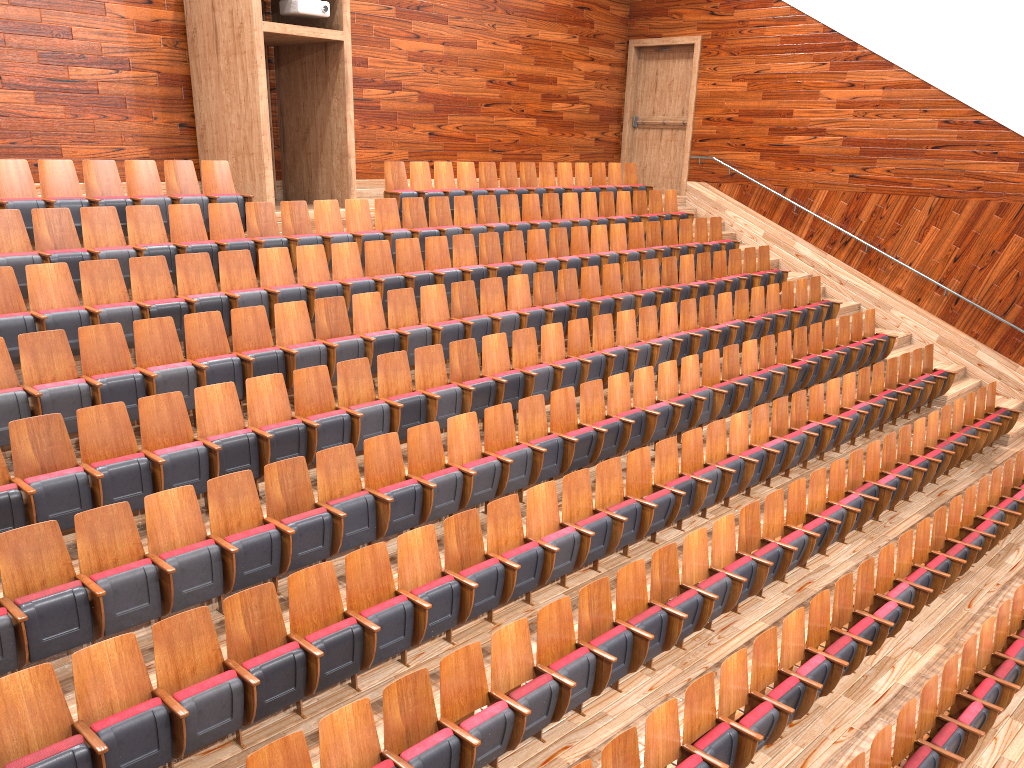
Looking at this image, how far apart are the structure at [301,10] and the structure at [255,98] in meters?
0.0 m

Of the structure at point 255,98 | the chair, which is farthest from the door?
the structure at point 255,98

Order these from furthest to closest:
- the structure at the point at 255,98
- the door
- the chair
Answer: the door < the structure at the point at 255,98 < the chair

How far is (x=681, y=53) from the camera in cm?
149

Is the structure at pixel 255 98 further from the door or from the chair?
the door

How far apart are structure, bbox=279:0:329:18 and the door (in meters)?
0.72

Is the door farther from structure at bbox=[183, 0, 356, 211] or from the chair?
structure at bbox=[183, 0, 356, 211]

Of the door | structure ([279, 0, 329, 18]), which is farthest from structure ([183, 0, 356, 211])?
the door

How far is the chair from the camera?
0.4 meters

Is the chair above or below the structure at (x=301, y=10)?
below
